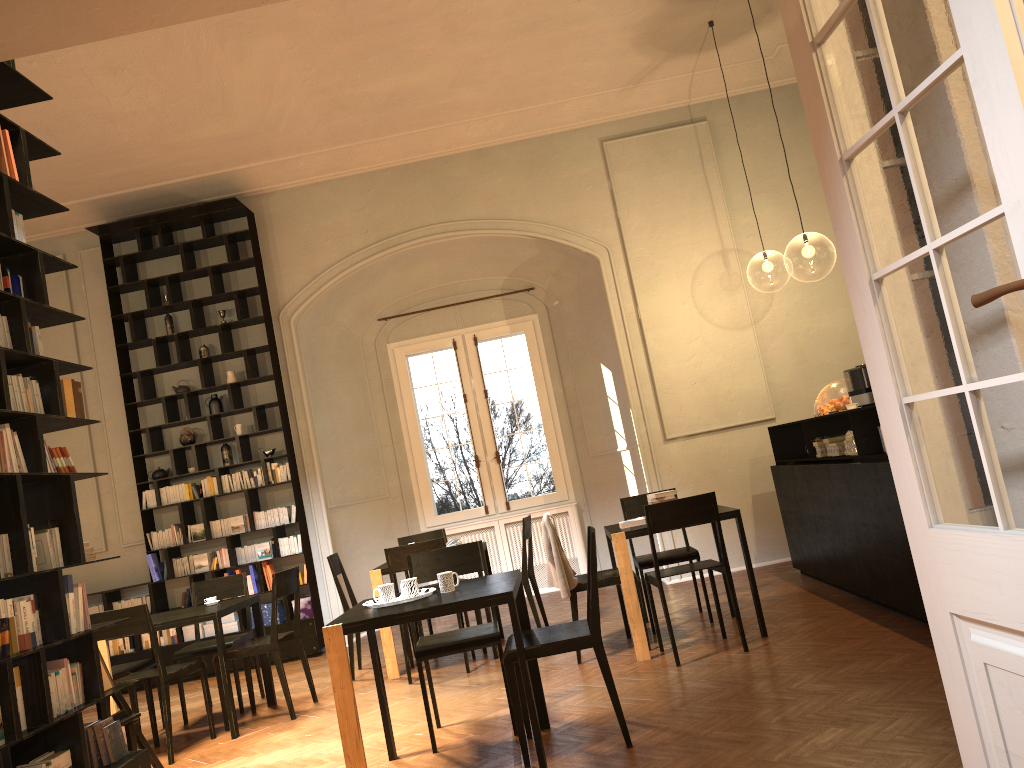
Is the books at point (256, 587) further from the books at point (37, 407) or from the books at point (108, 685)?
the books at point (37, 407)

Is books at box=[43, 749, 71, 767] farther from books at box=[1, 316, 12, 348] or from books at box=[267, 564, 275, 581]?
books at box=[267, 564, 275, 581]

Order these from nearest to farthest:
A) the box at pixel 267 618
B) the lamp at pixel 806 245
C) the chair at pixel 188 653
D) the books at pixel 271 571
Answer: the chair at pixel 188 653, the box at pixel 267 618, the books at pixel 271 571, the lamp at pixel 806 245

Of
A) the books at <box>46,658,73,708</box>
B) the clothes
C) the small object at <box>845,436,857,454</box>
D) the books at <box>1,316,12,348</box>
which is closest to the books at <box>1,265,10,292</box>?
the books at <box>1,316,12,348</box>

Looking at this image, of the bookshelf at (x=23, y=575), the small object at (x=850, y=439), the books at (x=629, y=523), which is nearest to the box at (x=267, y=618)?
the books at (x=629, y=523)

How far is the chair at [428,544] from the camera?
7.0m

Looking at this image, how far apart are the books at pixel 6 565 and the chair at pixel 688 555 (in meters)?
4.58

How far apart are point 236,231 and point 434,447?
3.48m

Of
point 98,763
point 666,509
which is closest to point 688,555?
point 666,509

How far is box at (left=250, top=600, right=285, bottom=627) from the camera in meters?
9.4 m
